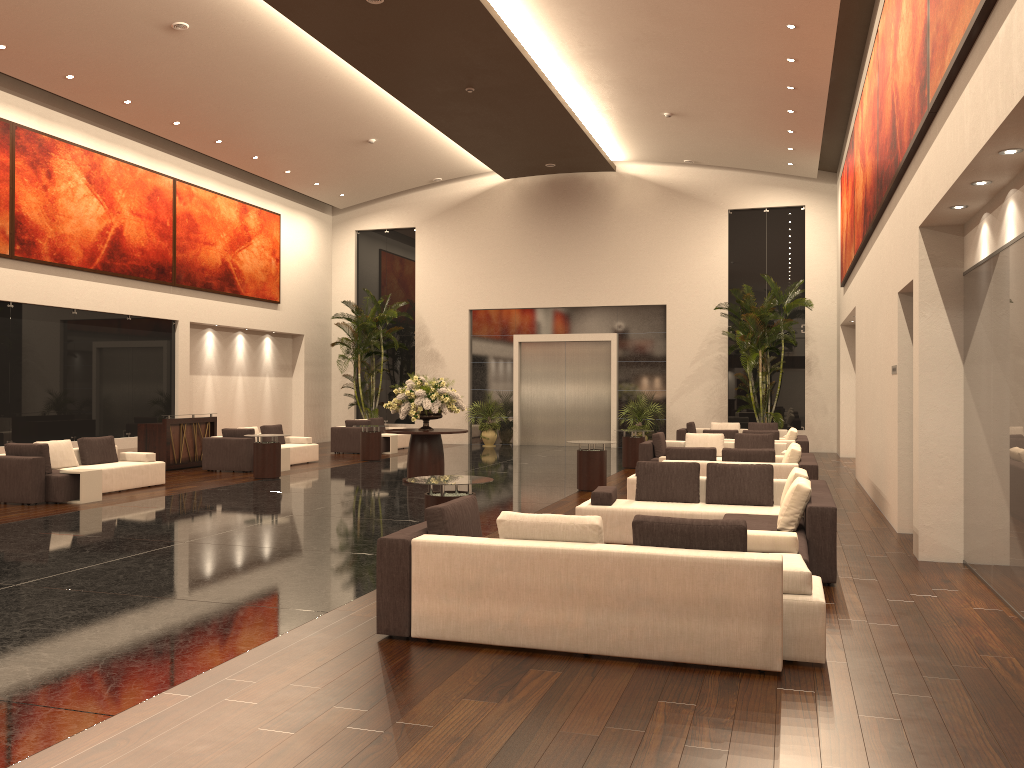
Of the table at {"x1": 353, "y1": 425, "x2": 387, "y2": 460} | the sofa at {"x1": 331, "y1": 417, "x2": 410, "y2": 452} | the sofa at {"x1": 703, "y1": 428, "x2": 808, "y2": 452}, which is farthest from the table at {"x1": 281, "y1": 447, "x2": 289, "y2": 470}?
the sofa at {"x1": 703, "y1": 428, "x2": 808, "y2": 452}

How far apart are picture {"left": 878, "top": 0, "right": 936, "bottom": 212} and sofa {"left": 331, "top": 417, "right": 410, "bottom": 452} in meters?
14.2 m

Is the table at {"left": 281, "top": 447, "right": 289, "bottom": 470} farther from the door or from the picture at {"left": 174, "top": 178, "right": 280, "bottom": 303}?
the door

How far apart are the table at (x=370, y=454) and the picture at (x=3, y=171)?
7.93m

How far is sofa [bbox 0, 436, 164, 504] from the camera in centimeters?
1249cm

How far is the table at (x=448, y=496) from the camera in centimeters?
824cm

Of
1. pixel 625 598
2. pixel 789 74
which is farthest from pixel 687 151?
pixel 625 598

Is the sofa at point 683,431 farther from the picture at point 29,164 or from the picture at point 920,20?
the picture at point 29,164

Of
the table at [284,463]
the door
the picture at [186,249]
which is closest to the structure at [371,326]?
the picture at [186,249]

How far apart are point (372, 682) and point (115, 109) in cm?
1623
